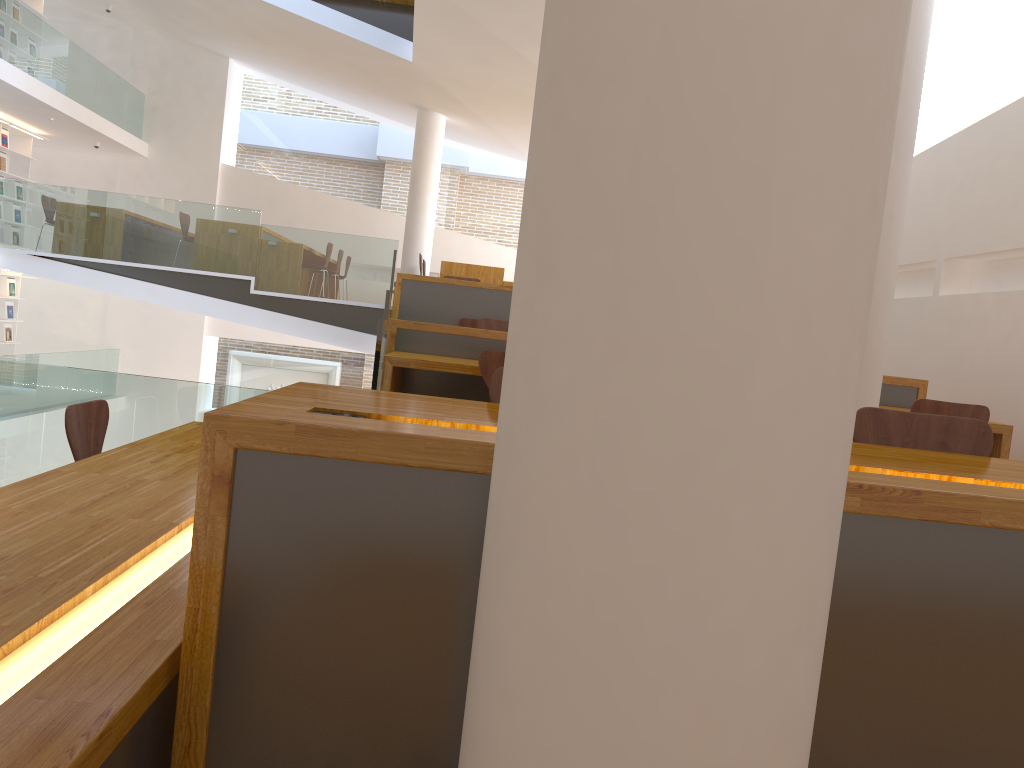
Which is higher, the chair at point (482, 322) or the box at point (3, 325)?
the chair at point (482, 322)

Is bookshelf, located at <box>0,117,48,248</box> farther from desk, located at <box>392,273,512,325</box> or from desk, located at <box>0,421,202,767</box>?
desk, located at <box>0,421,202,767</box>

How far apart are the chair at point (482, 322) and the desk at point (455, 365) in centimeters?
112cm

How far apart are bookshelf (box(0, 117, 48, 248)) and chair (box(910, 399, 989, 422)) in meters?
12.5 m

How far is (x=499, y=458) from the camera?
1.06m

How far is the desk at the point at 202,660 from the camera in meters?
1.3

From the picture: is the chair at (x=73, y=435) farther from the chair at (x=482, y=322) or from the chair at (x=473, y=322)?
the chair at (x=473, y=322)

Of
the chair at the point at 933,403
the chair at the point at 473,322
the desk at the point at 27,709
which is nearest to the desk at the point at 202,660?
the desk at the point at 27,709

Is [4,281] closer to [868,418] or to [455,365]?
[455,365]

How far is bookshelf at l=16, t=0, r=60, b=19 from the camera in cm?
1243
